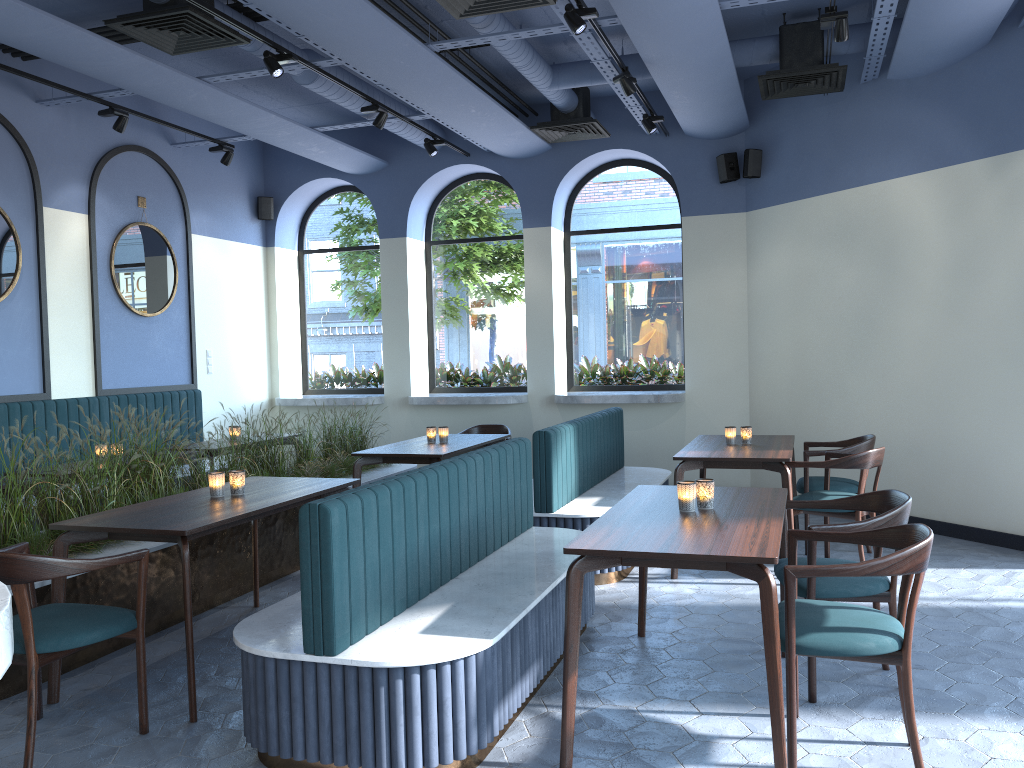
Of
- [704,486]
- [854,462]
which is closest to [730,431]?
[854,462]

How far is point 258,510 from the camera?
3.9 meters

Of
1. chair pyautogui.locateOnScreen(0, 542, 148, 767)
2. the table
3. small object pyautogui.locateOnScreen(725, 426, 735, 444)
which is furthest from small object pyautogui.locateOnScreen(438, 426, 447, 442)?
chair pyautogui.locateOnScreen(0, 542, 148, 767)

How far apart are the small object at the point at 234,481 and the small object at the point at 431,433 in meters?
2.5

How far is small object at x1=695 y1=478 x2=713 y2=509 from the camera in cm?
364

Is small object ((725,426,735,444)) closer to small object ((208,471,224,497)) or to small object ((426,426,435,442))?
small object ((426,426,435,442))

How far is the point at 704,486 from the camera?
3.6 meters

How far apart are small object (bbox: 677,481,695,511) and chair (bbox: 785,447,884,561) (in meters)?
2.06

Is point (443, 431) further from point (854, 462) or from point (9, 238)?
point (9, 238)

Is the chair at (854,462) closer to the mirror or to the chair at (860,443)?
the chair at (860,443)
